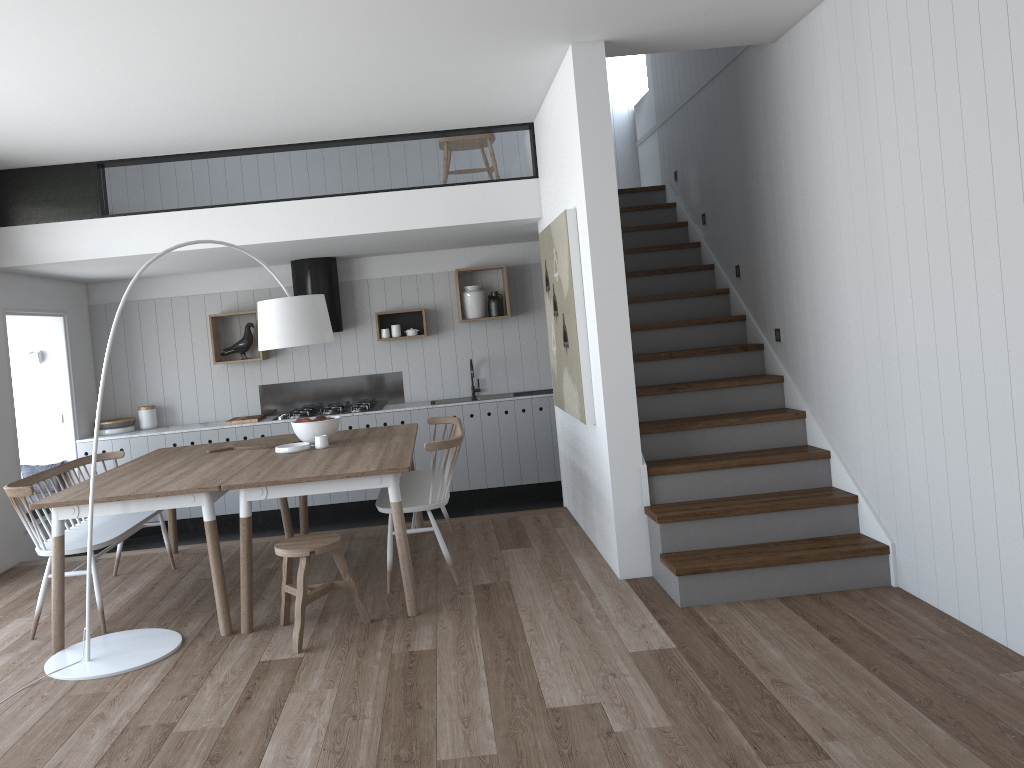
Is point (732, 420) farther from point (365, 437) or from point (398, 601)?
point (365, 437)

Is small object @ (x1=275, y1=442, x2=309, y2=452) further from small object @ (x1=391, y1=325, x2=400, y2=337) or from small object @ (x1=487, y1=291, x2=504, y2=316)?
small object @ (x1=487, y1=291, x2=504, y2=316)

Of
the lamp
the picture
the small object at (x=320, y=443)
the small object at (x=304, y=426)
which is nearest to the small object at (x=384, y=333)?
the picture

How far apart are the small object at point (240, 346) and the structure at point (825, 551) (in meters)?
3.47

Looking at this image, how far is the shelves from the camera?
7.9m

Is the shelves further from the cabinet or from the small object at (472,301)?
the cabinet

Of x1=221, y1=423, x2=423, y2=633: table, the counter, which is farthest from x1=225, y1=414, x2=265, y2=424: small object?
x1=221, y1=423, x2=423, y2=633: table

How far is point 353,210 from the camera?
6.28m

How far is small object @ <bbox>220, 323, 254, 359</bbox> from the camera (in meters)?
7.93

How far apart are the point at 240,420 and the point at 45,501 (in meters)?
3.40
